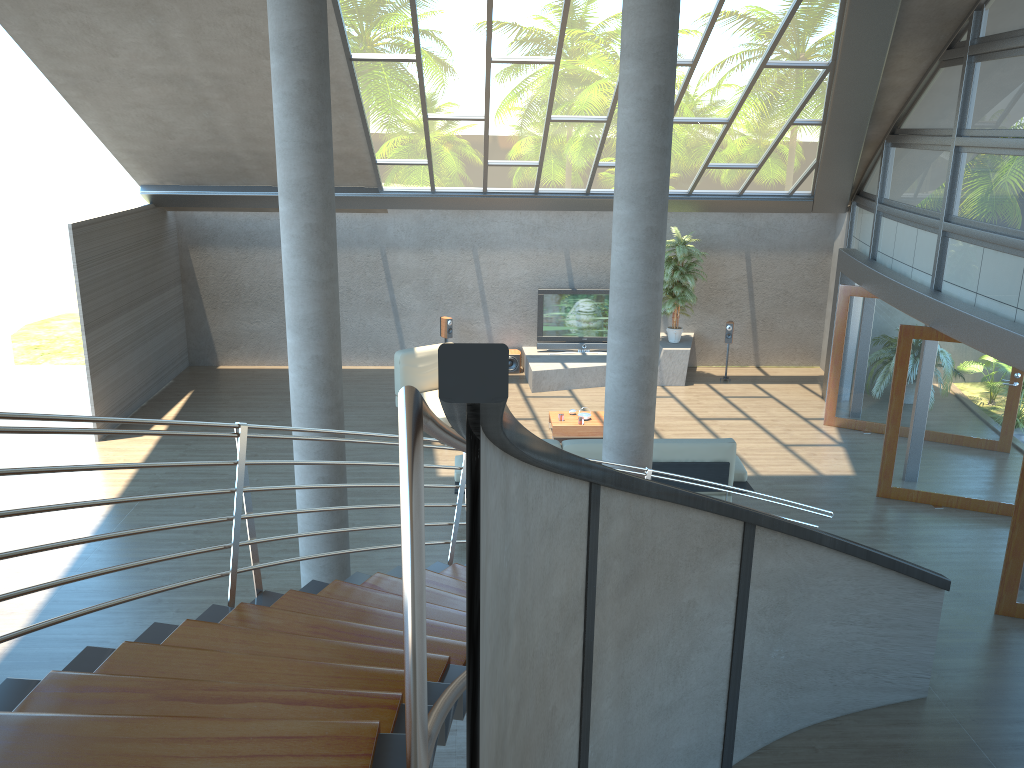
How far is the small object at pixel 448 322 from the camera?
14.27m

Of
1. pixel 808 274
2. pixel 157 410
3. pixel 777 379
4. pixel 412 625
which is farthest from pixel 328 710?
pixel 808 274

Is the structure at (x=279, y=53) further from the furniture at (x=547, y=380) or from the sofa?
the furniture at (x=547, y=380)

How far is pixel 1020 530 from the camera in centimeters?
732cm

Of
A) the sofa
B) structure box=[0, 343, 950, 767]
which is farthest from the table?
structure box=[0, 343, 950, 767]

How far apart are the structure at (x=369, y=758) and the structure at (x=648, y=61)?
0.1m

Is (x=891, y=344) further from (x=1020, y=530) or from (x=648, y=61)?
(x=648, y=61)

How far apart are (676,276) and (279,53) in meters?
9.0 m

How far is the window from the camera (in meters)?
8.31

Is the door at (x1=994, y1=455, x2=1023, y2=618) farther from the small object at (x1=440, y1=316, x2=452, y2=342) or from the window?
the small object at (x1=440, y1=316, x2=452, y2=342)
